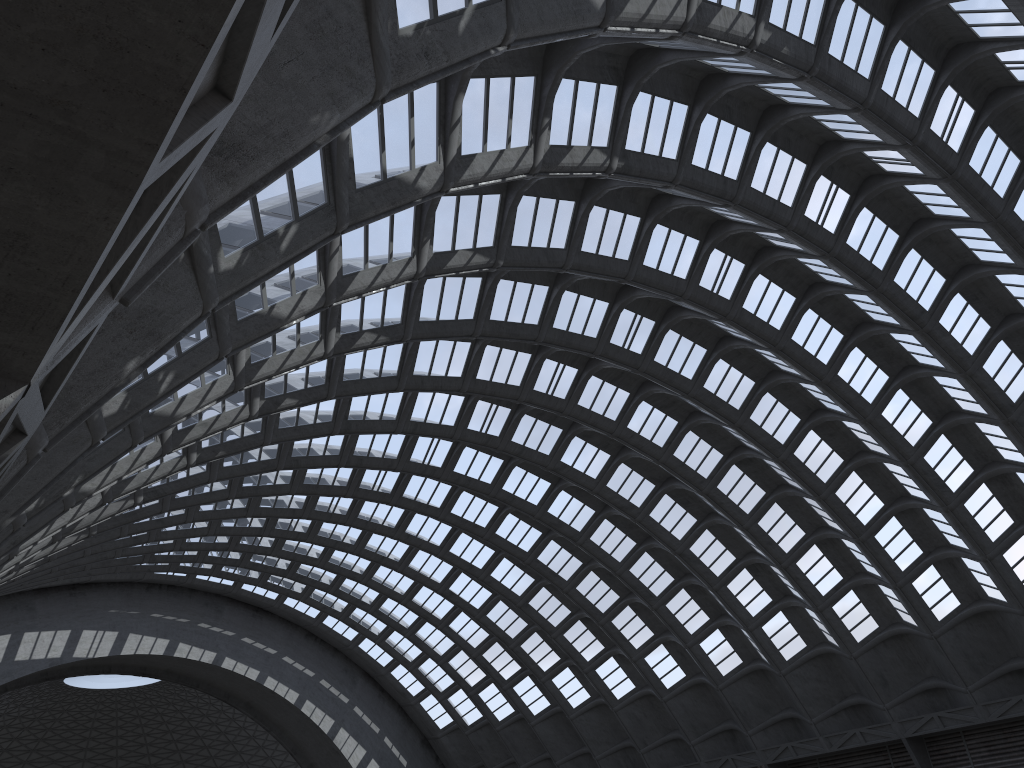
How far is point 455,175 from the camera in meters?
15.6 m

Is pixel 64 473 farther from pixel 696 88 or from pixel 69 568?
pixel 69 568
